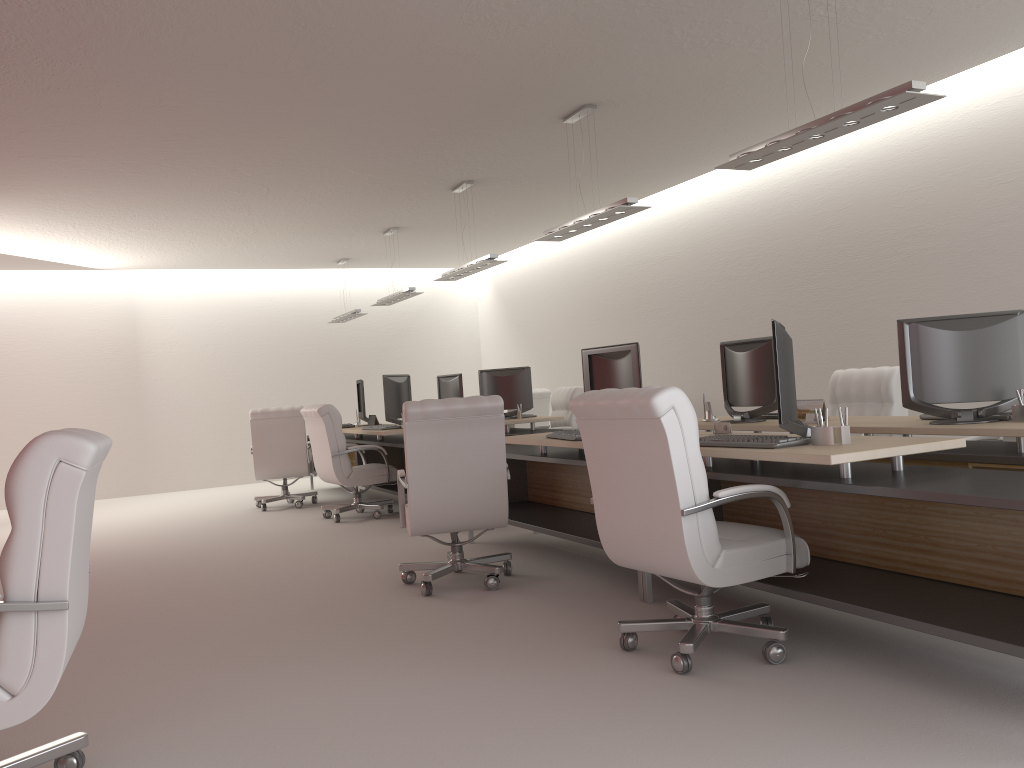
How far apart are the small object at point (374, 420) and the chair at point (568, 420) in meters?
2.9 m

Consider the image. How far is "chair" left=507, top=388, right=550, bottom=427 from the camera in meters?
15.9

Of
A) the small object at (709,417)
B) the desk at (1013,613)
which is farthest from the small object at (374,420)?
the small object at (709,417)

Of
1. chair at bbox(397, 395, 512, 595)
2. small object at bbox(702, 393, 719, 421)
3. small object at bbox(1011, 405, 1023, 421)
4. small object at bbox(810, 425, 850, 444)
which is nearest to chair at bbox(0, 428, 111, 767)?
chair at bbox(397, 395, 512, 595)

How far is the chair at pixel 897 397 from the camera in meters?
9.0 m

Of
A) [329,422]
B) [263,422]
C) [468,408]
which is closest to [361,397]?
[263,422]

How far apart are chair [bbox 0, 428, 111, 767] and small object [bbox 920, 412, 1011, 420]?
5.7 meters

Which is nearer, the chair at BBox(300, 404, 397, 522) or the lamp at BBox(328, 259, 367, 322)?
the chair at BBox(300, 404, 397, 522)

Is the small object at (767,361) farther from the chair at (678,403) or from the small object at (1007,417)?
the chair at (678,403)

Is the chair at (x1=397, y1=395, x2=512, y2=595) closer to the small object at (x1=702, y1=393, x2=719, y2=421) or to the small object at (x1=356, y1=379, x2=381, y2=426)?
the small object at (x1=702, y1=393, x2=719, y2=421)
